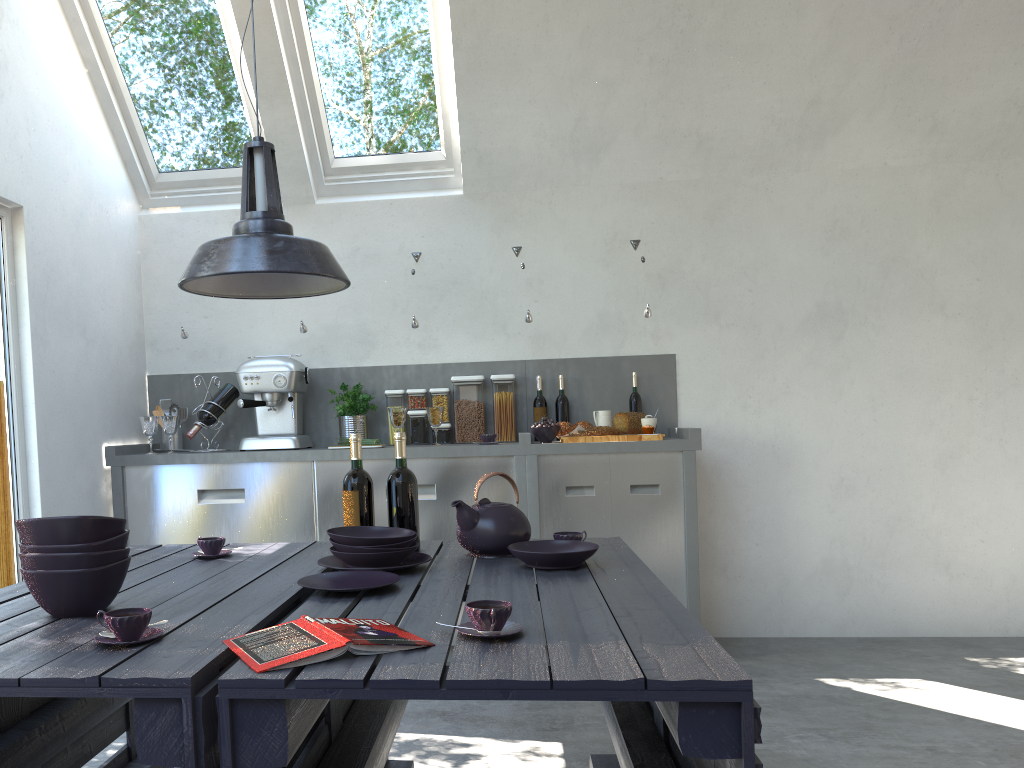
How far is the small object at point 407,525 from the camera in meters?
2.5

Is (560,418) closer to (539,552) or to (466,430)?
(466,430)

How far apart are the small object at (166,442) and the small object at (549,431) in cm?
185

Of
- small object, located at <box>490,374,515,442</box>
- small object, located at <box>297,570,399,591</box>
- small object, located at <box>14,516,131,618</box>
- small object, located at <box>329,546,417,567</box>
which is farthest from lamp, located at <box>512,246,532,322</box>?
small object, located at <box>14,516,131,618</box>

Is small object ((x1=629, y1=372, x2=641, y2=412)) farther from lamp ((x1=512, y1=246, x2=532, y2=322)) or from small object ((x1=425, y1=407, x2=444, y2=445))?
small object ((x1=425, y1=407, x2=444, y2=445))

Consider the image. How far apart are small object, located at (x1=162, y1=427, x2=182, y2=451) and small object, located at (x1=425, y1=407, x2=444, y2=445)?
→ 1.33m

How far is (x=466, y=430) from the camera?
4.5 meters

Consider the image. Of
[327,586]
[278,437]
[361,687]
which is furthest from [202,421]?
[361,687]

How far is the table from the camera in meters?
1.2

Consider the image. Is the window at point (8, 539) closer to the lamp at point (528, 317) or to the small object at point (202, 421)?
the small object at point (202, 421)
